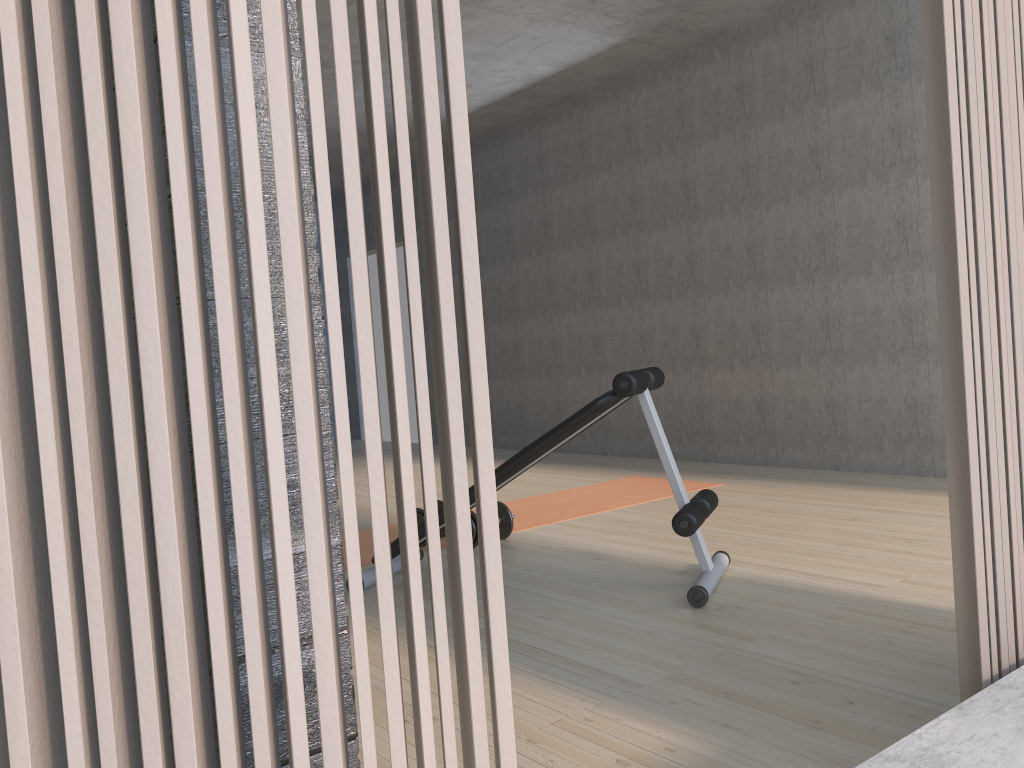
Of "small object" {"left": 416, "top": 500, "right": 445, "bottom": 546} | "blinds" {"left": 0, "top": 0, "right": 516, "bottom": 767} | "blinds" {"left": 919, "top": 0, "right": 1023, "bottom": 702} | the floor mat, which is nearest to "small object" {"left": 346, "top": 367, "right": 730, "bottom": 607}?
the floor mat

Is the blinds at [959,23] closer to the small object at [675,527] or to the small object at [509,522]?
the small object at [675,527]

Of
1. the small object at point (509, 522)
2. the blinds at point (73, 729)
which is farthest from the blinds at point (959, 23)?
the small object at point (509, 522)

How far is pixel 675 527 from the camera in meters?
2.8 m

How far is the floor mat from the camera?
4.39m

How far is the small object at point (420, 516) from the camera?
3.9 meters

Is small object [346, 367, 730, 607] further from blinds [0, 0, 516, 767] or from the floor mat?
blinds [0, 0, 516, 767]

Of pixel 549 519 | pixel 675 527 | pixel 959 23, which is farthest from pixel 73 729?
pixel 549 519

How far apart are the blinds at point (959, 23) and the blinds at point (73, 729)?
0.9 meters

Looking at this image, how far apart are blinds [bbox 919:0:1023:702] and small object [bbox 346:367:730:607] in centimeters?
128cm
